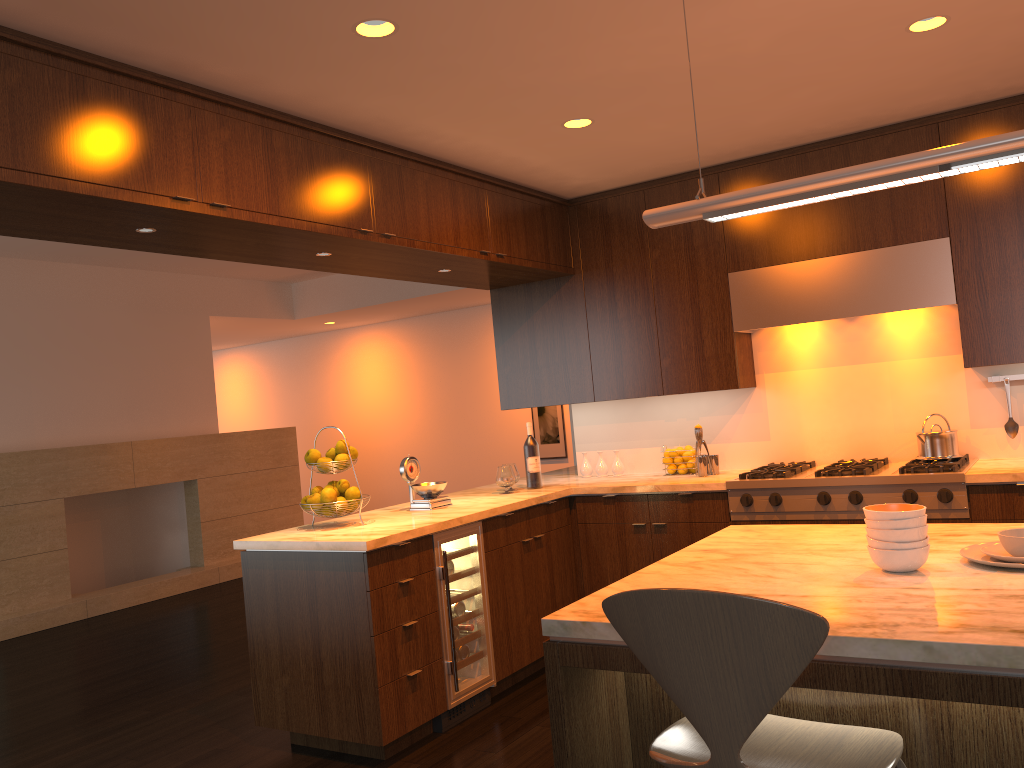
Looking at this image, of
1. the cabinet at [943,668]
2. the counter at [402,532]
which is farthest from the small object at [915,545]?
the counter at [402,532]

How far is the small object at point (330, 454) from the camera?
4.09m

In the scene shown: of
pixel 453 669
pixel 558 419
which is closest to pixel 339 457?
pixel 453 669

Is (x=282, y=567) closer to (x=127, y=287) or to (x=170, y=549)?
(x=127, y=287)

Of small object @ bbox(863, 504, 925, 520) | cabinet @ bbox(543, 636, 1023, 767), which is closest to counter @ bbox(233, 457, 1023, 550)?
cabinet @ bbox(543, 636, 1023, 767)

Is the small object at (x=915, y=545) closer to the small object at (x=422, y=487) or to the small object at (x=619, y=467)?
the small object at (x=422, y=487)

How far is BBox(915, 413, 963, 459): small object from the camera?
4.3 meters

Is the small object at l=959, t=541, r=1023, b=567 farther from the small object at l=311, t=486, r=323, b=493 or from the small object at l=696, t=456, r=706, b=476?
the small object at l=311, t=486, r=323, b=493

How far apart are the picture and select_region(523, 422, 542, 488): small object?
4.7m

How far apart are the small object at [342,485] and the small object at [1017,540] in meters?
2.7
